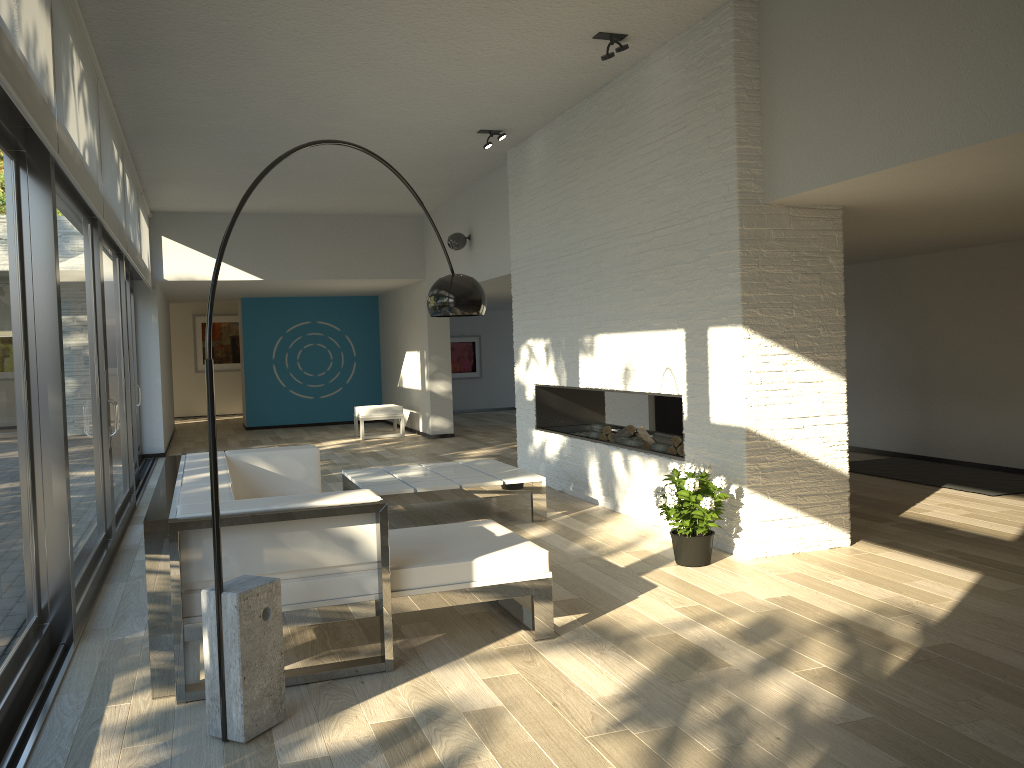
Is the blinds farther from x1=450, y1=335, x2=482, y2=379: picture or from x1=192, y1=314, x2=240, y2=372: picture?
x1=192, y1=314, x2=240, y2=372: picture

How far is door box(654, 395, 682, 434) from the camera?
10.3 meters

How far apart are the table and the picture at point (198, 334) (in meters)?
12.28

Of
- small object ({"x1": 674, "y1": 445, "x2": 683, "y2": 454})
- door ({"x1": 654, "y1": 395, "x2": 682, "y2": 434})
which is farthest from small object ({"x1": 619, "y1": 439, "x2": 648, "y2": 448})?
door ({"x1": 654, "y1": 395, "x2": 682, "y2": 434})

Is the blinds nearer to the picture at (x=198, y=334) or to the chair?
the chair

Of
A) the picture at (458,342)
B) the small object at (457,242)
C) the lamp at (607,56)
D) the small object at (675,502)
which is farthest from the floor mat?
the picture at (458,342)

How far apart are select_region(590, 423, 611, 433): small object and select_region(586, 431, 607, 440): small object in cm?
5

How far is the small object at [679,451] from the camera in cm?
615

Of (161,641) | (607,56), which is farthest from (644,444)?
(161,641)

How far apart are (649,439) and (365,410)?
6.57m
